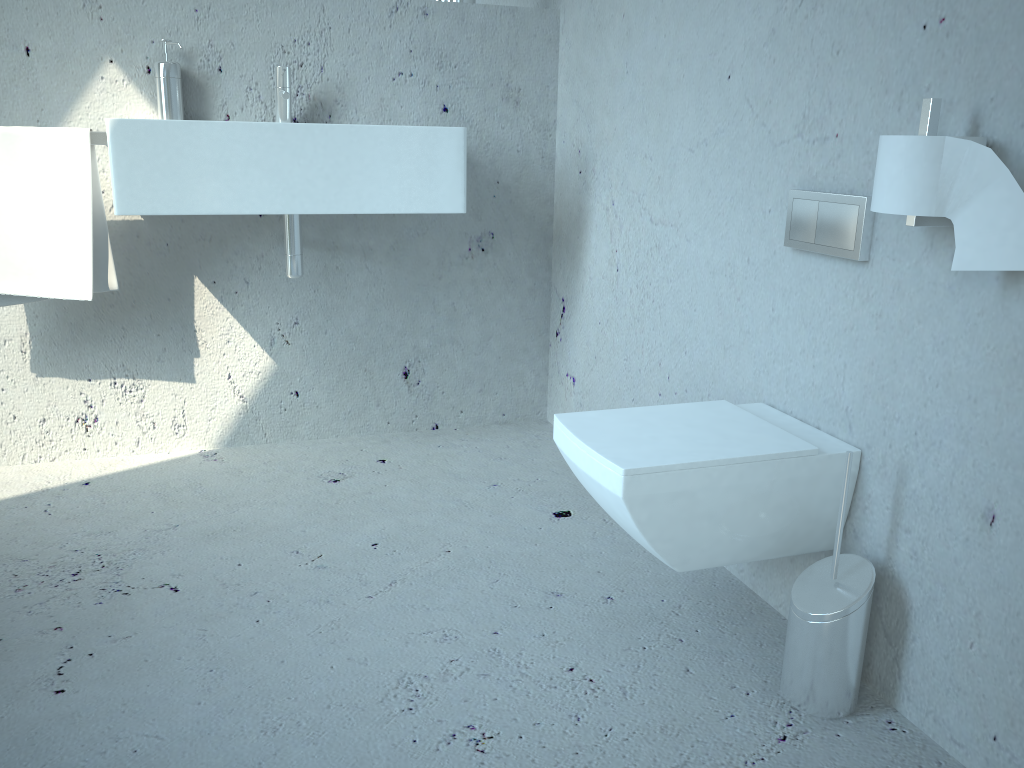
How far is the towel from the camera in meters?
2.0 m

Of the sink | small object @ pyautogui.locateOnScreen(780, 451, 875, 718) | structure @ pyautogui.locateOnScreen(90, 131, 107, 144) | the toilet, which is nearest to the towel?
structure @ pyautogui.locateOnScreen(90, 131, 107, 144)

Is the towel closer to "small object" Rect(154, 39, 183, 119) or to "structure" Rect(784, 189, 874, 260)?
"small object" Rect(154, 39, 183, 119)

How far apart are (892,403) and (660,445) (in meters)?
0.36

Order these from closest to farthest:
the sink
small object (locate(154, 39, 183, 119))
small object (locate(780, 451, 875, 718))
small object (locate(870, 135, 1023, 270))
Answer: small object (locate(870, 135, 1023, 270)), small object (locate(780, 451, 875, 718)), the sink, small object (locate(154, 39, 183, 119))

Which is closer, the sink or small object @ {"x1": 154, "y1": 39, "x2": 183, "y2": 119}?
the sink

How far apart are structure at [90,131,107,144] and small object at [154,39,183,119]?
0.2 meters

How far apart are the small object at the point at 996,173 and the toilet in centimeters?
38cm

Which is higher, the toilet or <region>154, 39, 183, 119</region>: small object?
<region>154, 39, 183, 119</region>: small object

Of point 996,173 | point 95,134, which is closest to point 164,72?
point 95,134
